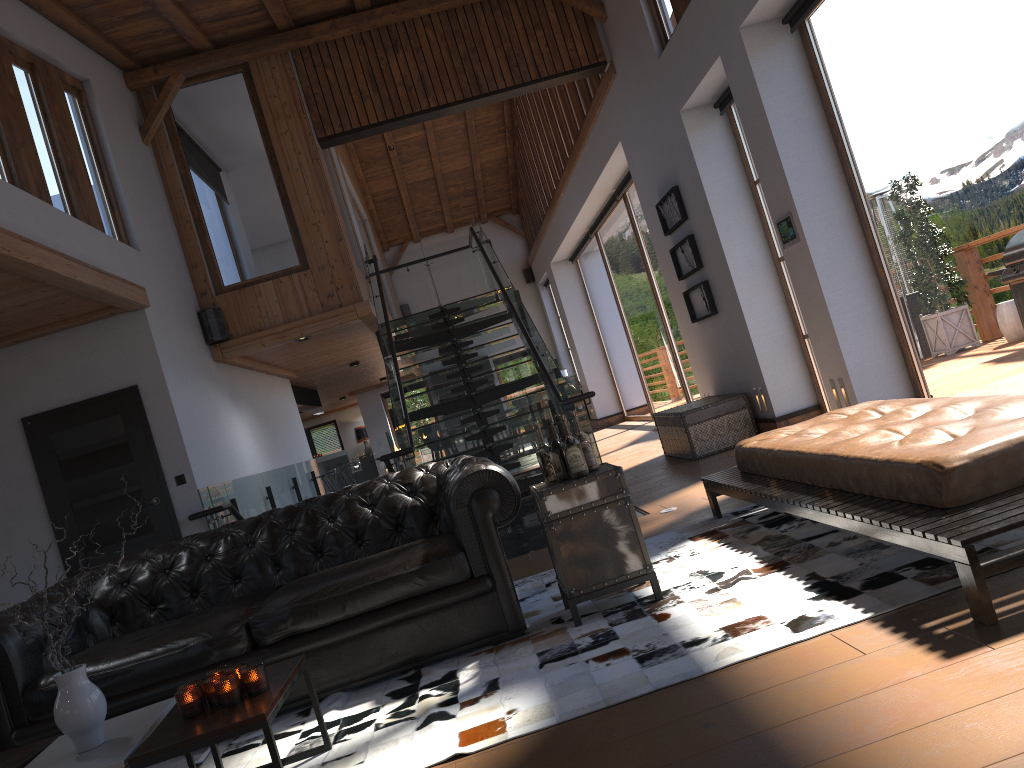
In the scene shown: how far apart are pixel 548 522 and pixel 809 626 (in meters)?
1.22

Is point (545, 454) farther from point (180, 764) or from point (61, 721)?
point (61, 721)

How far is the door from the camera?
7.22m

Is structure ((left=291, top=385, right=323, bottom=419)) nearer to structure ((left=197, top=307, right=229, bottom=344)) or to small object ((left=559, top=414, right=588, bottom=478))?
structure ((left=197, top=307, right=229, bottom=344))

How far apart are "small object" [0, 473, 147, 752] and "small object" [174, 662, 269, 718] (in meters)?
0.23

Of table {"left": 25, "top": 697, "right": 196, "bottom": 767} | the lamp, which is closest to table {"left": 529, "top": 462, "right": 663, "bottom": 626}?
table {"left": 25, "top": 697, "right": 196, "bottom": 767}

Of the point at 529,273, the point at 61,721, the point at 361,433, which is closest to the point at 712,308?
the point at 61,721

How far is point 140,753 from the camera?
2.6m

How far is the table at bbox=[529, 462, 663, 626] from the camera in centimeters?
379cm

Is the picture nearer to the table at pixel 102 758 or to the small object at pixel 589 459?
the small object at pixel 589 459
